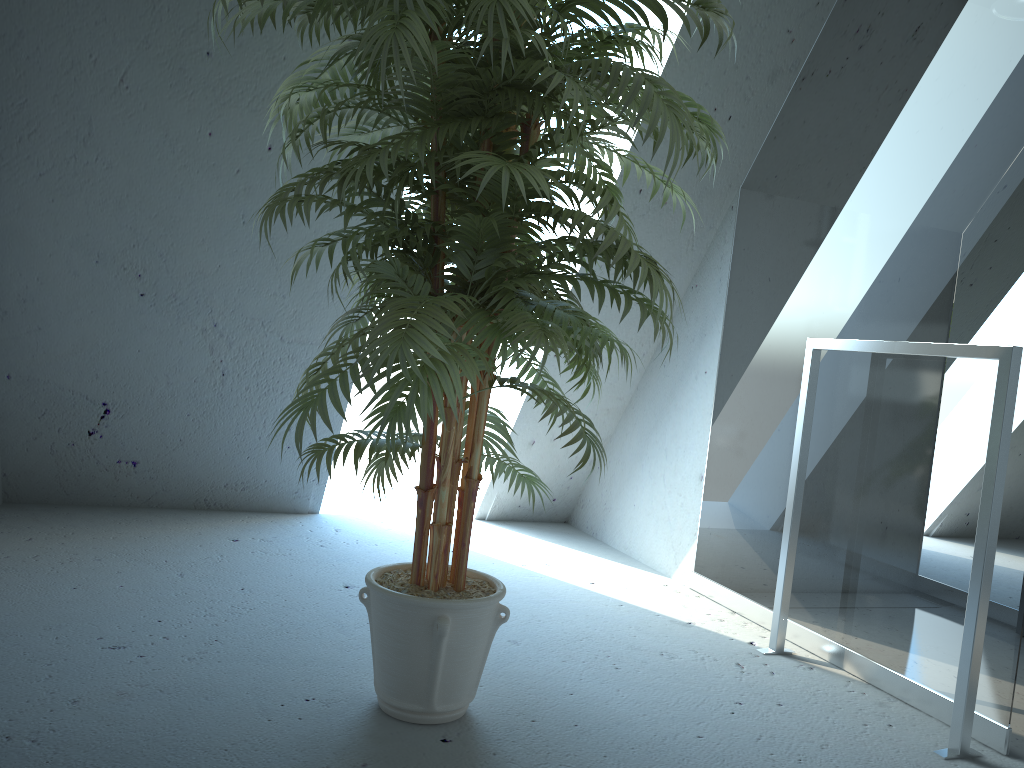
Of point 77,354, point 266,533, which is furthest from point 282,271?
point 266,533

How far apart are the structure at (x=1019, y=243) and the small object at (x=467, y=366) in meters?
0.6

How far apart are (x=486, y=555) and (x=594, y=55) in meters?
1.9 m

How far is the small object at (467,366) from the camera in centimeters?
137cm

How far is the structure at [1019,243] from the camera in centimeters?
196cm

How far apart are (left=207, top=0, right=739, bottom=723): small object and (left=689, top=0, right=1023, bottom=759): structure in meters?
0.6 m

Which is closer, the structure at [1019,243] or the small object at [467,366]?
the small object at [467,366]

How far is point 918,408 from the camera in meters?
2.2

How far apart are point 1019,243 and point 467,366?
1.4 meters
